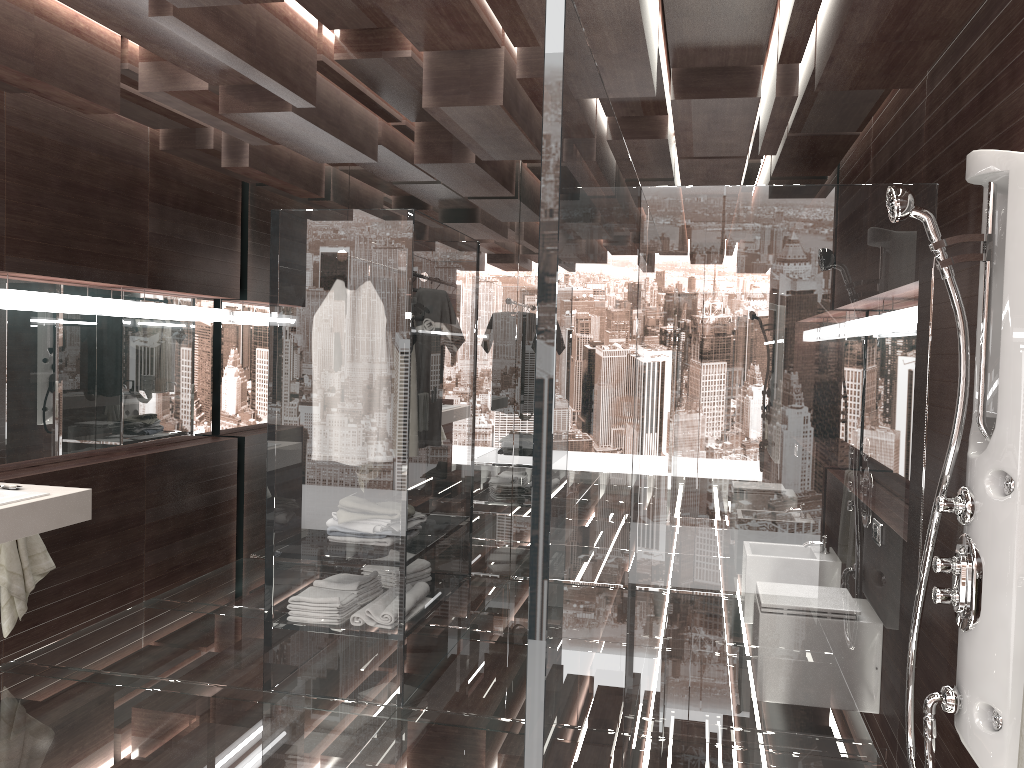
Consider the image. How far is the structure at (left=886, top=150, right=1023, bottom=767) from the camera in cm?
196

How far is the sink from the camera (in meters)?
3.42

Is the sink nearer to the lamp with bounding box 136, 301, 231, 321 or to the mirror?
the mirror

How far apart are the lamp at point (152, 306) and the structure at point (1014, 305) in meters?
4.1 m

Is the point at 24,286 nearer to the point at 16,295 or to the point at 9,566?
the point at 16,295

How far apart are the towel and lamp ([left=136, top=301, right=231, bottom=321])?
1.5 meters

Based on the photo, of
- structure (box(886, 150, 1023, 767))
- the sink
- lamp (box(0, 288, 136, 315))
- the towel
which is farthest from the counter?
structure (box(886, 150, 1023, 767))

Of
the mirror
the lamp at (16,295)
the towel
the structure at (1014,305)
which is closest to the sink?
the towel

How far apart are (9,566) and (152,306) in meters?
1.7 m

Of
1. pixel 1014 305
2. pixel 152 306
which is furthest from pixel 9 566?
pixel 1014 305
